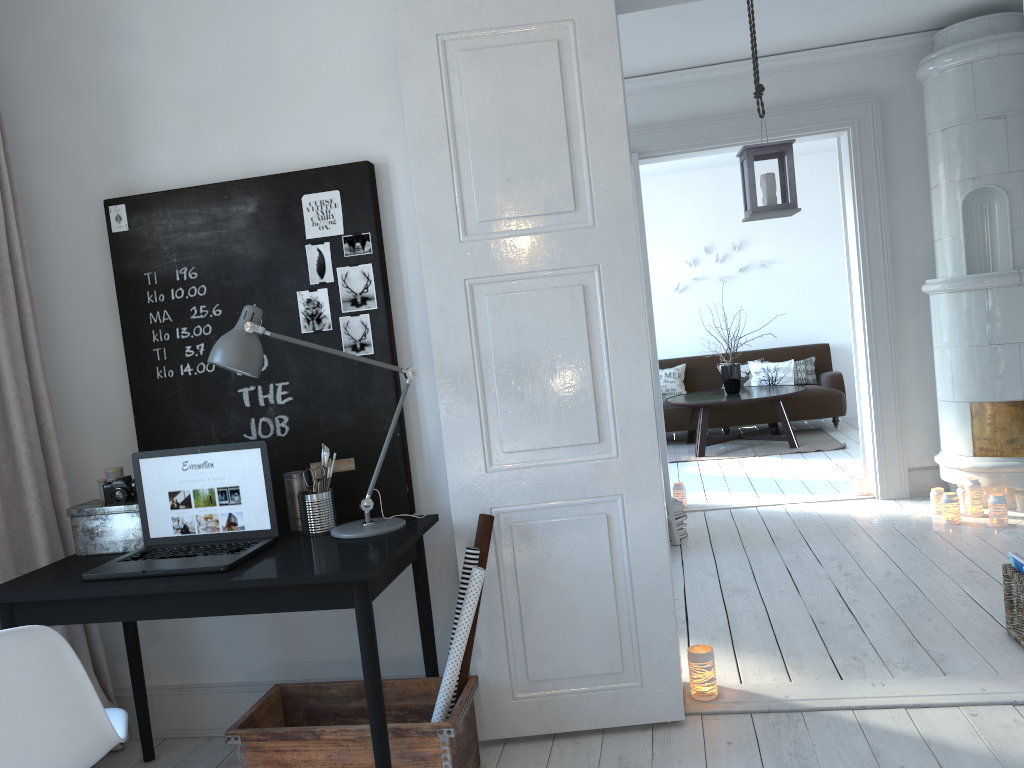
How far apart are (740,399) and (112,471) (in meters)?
5.94

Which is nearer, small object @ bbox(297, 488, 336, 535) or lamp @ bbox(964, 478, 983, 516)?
small object @ bbox(297, 488, 336, 535)

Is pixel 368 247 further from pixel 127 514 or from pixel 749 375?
pixel 749 375

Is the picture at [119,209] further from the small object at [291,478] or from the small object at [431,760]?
the small object at [431,760]

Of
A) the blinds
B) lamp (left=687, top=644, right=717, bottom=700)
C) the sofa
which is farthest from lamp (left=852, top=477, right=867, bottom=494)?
the blinds

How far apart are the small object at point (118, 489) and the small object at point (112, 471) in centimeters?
10cm

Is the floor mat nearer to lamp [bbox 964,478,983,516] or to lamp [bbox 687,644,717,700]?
lamp [bbox 964,478,983,516]

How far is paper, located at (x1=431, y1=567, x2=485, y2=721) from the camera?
2.5 meters

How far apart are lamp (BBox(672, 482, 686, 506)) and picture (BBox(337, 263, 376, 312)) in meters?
3.5 m

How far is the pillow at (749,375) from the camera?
9.1m
